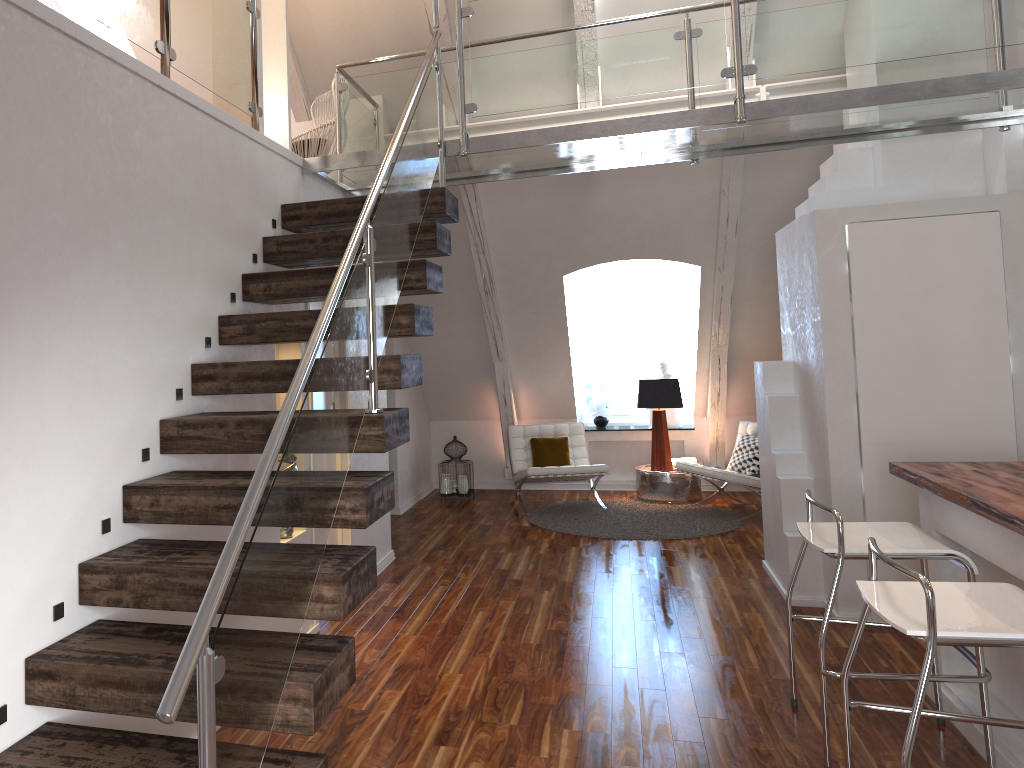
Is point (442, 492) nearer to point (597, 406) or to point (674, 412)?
point (597, 406)

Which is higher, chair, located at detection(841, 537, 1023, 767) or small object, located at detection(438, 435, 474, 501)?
chair, located at detection(841, 537, 1023, 767)

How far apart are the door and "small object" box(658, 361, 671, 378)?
4.4m

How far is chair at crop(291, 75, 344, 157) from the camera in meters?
5.0 m

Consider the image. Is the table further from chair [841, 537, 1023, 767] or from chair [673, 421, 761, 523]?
chair [841, 537, 1023, 767]

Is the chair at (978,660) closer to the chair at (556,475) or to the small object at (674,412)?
the chair at (556,475)

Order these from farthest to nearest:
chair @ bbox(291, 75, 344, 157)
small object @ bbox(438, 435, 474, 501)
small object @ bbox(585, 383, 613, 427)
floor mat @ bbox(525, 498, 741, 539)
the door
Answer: small object @ bbox(585, 383, 613, 427), small object @ bbox(438, 435, 474, 501), floor mat @ bbox(525, 498, 741, 539), chair @ bbox(291, 75, 344, 157), the door

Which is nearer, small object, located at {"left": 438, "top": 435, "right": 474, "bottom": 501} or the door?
the door

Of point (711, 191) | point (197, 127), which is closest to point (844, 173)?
point (711, 191)

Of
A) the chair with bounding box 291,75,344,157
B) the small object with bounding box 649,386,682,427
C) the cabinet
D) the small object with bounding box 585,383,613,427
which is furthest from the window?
the cabinet
